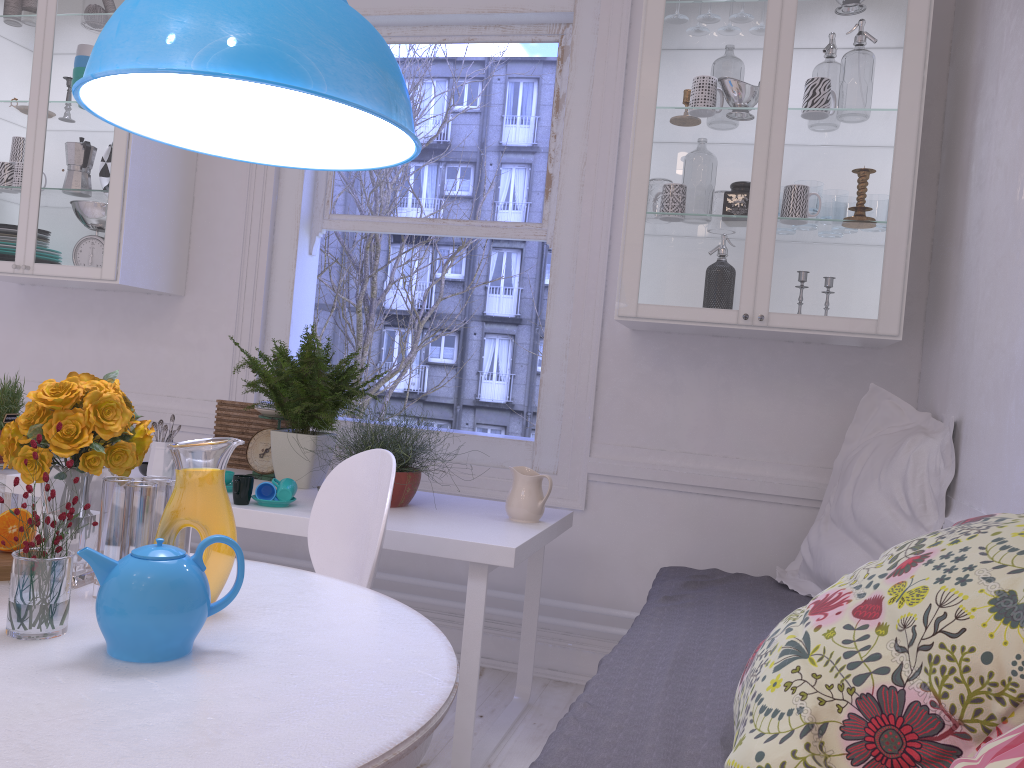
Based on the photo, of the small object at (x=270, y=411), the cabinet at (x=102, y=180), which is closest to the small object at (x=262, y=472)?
the small object at (x=270, y=411)

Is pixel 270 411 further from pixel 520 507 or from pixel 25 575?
pixel 25 575

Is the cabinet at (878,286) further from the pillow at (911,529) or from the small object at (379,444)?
the small object at (379,444)

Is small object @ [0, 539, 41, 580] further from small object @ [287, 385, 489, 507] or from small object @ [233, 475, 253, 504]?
small object @ [287, 385, 489, 507]

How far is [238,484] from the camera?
2.4 meters

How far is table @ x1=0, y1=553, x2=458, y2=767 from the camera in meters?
0.9 m

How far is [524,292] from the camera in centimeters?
666cm

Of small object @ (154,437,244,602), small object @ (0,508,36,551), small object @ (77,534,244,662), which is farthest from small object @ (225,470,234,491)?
small object @ (77,534,244,662)

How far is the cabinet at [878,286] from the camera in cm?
252

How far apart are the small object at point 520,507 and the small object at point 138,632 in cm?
138
